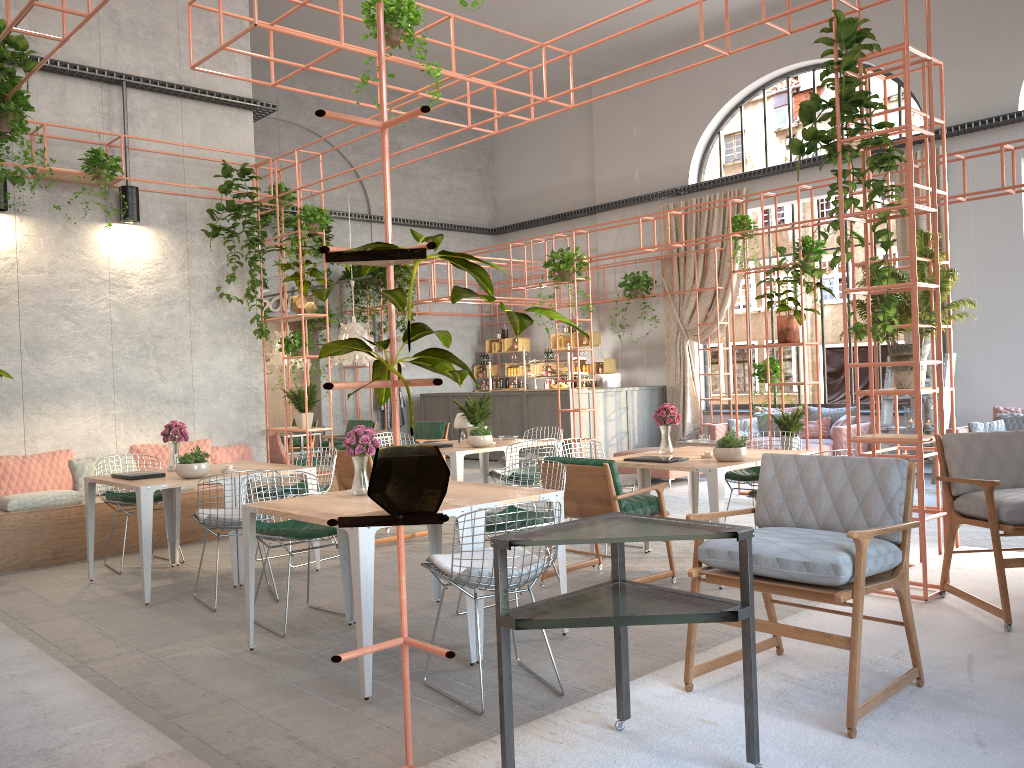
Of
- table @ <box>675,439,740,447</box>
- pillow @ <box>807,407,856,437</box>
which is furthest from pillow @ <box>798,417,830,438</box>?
table @ <box>675,439,740,447</box>

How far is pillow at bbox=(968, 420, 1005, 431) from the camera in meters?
11.1

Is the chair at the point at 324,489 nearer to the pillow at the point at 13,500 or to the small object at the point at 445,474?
the pillow at the point at 13,500

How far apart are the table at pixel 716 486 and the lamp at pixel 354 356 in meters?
5.1 m

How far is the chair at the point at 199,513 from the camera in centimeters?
602cm

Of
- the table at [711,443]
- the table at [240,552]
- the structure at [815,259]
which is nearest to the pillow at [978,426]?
the structure at [815,259]

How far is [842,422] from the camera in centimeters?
1251cm

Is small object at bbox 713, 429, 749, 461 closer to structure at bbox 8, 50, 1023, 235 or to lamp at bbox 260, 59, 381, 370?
lamp at bbox 260, 59, 381, 370

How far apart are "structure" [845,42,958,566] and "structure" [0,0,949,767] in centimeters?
66cm

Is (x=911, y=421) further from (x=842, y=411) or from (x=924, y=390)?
(x=924, y=390)
